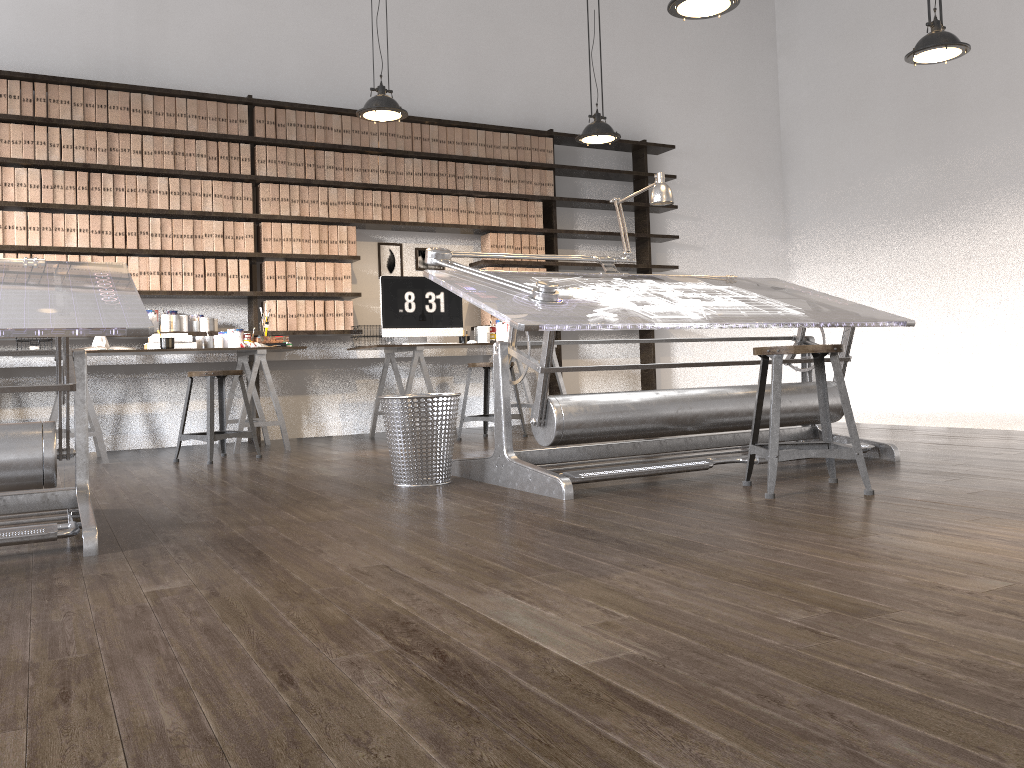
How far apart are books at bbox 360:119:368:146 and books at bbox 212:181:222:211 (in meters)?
1.11

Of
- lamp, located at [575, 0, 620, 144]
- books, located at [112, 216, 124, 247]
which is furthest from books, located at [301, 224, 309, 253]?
lamp, located at [575, 0, 620, 144]

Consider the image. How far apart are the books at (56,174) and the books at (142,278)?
0.6 meters

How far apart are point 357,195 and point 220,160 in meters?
1.0

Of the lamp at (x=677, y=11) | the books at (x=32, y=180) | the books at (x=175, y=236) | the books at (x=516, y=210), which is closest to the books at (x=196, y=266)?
the books at (x=175, y=236)

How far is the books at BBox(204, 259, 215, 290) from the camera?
6.0 meters

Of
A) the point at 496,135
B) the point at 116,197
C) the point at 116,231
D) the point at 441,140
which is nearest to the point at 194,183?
the point at 116,197

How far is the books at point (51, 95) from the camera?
5.6m

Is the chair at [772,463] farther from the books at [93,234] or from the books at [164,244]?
the books at [93,234]

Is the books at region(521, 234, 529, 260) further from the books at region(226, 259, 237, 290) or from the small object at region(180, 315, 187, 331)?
the small object at region(180, 315, 187, 331)
